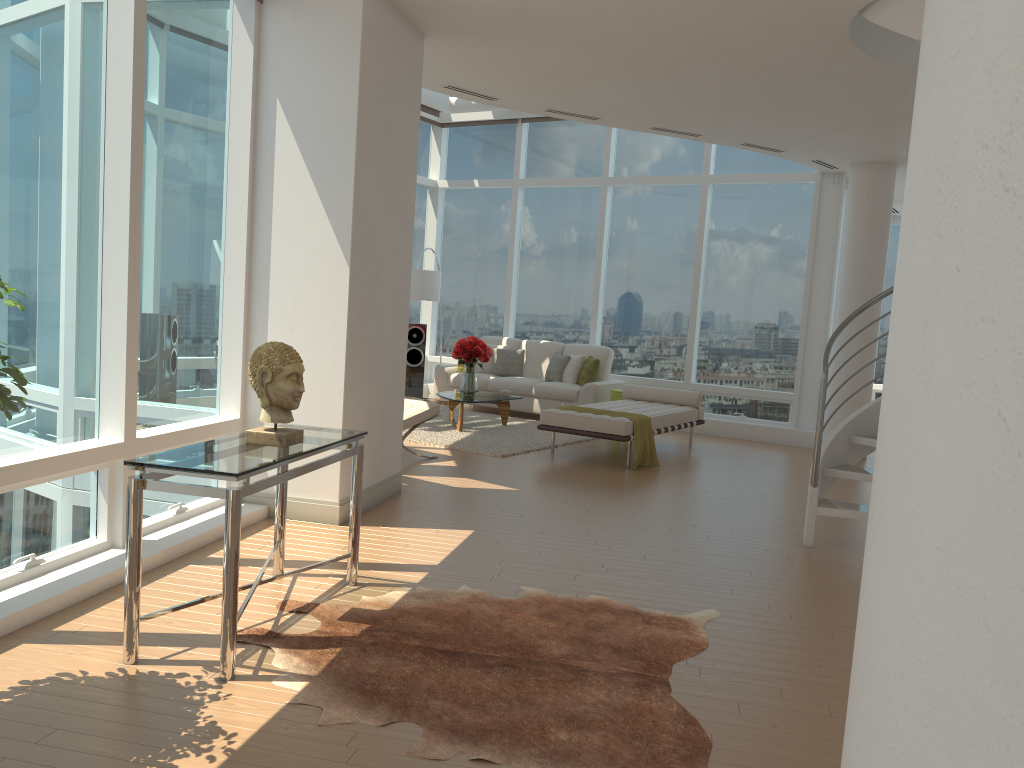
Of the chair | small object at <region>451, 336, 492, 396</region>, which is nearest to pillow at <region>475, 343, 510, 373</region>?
small object at <region>451, 336, 492, 396</region>

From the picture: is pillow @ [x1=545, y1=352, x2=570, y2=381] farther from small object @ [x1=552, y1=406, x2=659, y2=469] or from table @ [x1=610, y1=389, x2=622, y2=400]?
small object @ [x1=552, y1=406, x2=659, y2=469]

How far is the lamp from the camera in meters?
11.8

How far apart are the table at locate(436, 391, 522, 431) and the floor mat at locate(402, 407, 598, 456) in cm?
6

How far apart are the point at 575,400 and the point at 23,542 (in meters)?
8.04

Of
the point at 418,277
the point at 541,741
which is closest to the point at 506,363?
the point at 418,277

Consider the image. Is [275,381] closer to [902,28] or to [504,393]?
[902,28]

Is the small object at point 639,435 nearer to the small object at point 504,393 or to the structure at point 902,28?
the small object at point 504,393

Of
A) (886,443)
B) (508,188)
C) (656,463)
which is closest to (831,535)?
(656,463)

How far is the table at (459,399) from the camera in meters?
10.1
